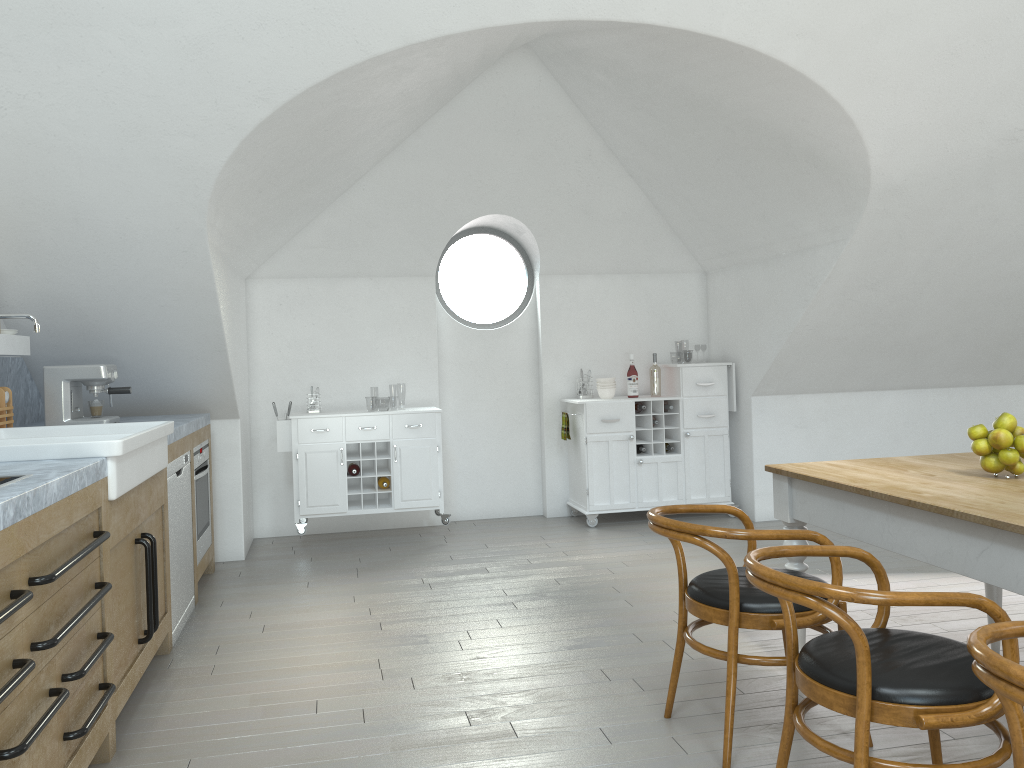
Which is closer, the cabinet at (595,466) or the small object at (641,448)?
the cabinet at (595,466)

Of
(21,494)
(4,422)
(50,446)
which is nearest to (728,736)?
(21,494)

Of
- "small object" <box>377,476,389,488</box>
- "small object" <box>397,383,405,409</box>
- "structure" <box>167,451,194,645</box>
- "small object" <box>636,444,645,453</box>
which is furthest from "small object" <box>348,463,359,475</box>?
"small object" <box>397,383,405,409</box>

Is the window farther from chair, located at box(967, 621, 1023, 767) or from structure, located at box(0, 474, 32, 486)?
chair, located at box(967, 621, 1023, 767)

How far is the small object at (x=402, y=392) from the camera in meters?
47.2 m

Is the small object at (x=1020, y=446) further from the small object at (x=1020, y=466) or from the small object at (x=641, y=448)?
the small object at (x=641, y=448)

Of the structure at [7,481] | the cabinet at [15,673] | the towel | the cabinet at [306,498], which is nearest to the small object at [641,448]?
the towel

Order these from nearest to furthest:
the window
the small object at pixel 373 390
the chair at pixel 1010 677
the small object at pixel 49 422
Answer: the chair at pixel 1010 677 → the small object at pixel 49 422 → the window → the small object at pixel 373 390

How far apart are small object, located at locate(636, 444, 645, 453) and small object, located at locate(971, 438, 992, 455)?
3.67m

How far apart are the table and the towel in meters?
3.2
